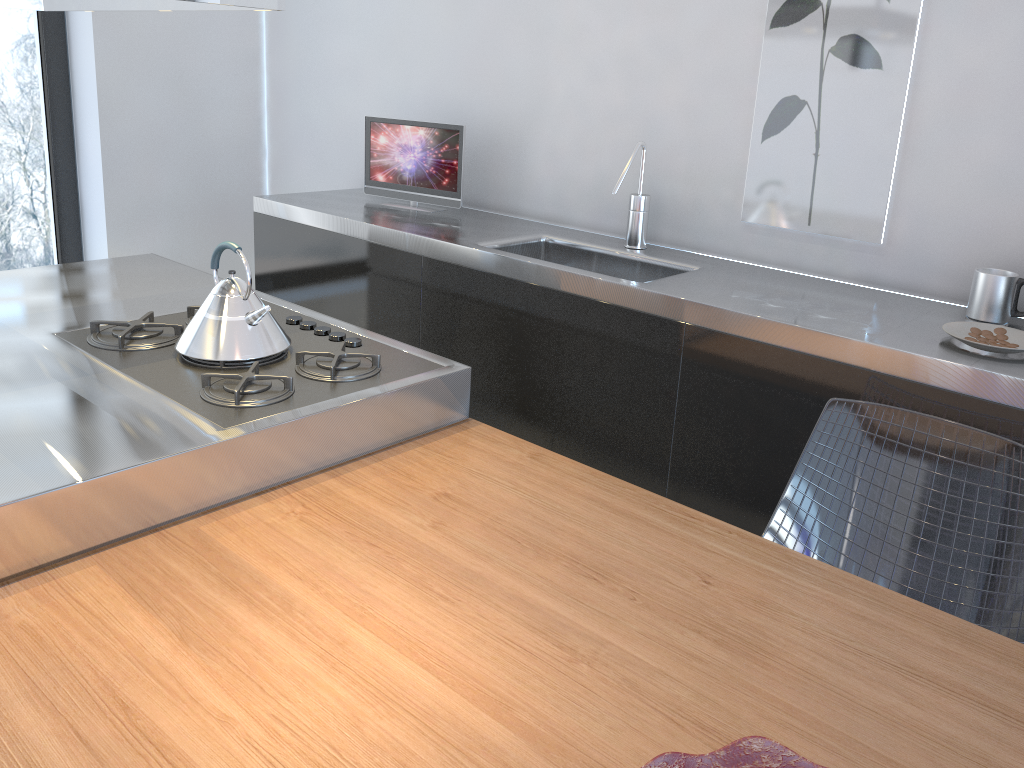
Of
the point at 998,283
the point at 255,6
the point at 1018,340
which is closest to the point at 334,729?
the point at 255,6

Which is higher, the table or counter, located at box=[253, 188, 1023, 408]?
counter, located at box=[253, 188, 1023, 408]

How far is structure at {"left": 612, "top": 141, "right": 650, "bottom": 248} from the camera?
2.6 meters

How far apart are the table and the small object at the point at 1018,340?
0.6m

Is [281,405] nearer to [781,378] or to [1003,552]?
[781,378]

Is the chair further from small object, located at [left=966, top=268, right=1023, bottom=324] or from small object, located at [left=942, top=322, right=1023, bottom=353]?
small object, located at [left=966, top=268, right=1023, bottom=324]

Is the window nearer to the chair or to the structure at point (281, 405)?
the structure at point (281, 405)

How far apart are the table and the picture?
1.07m

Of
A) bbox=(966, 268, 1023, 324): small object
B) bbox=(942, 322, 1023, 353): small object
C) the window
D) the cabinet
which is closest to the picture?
bbox=(966, 268, 1023, 324): small object

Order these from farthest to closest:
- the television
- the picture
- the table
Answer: the television
the picture
the table
